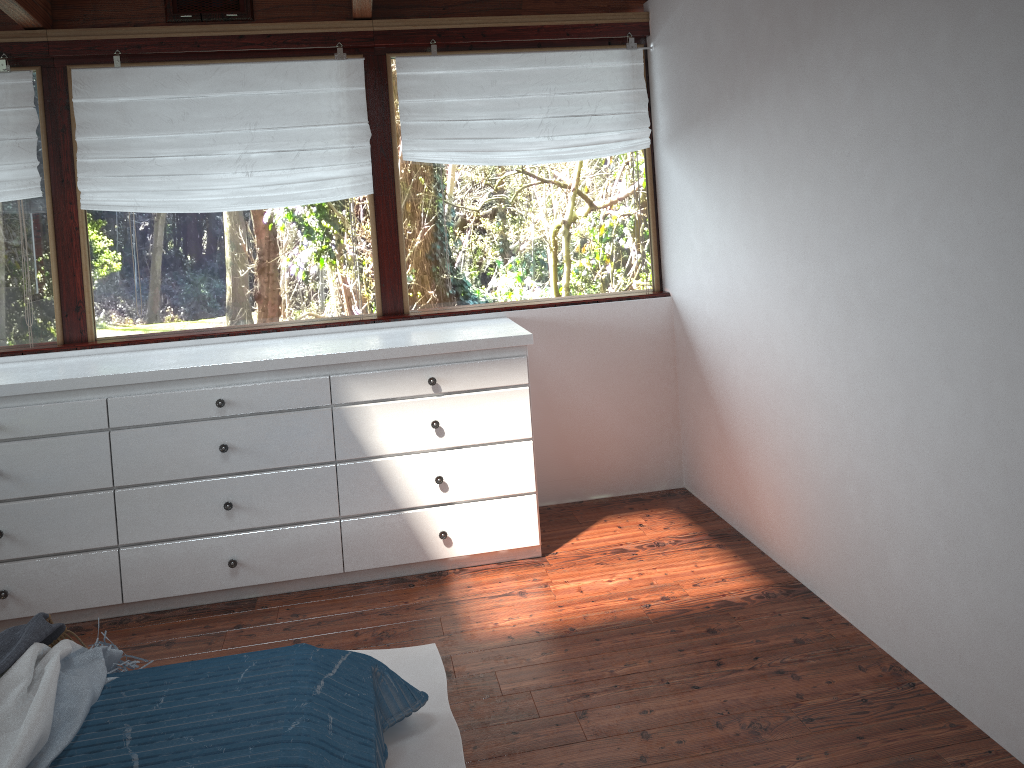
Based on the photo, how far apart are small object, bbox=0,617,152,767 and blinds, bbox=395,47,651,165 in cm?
230

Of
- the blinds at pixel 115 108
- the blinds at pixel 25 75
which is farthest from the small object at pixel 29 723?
the blinds at pixel 25 75

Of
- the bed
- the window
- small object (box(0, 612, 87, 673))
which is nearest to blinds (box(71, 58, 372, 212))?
the window

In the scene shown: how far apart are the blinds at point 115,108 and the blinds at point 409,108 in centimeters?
16cm

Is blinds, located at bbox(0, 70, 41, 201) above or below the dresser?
above

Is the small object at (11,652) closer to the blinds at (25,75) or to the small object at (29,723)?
the small object at (29,723)

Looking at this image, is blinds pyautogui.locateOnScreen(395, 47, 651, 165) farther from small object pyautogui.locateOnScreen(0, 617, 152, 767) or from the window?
small object pyautogui.locateOnScreen(0, 617, 152, 767)

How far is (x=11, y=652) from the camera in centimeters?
214cm

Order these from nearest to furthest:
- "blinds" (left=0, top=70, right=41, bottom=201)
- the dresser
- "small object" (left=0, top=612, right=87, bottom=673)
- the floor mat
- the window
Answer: "small object" (left=0, top=612, right=87, bottom=673), the floor mat, the dresser, "blinds" (left=0, top=70, right=41, bottom=201), the window

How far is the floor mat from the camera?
2.4m
